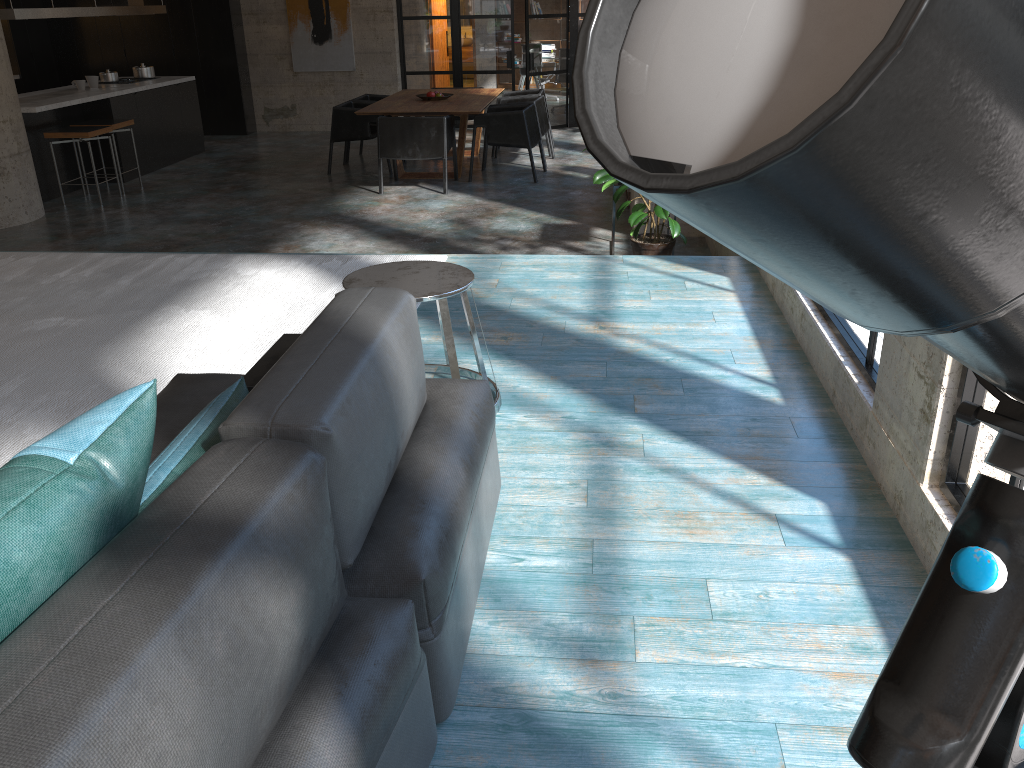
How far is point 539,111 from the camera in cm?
1006

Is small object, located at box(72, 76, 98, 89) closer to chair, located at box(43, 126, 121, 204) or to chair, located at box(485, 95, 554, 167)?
chair, located at box(43, 126, 121, 204)

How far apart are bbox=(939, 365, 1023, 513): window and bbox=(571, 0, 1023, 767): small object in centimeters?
161cm

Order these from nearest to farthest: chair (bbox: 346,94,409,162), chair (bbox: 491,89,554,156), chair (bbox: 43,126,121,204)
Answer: chair (bbox: 43,126,121,204) < chair (bbox: 346,94,409,162) < chair (bbox: 491,89,554,156)

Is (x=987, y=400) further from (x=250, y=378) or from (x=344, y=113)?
(x=344, y=113)

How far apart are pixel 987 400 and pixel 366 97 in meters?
10.0 m

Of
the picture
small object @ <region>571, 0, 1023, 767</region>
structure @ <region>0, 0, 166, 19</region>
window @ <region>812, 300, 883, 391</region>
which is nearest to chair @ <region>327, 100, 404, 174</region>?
structure @ <region>0, 0, 166, 19</region>

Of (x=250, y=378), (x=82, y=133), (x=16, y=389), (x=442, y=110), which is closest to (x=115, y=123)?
(x=82, y=133)

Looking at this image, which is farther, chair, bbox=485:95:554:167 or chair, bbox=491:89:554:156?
chair, bbox=491:89:554:156

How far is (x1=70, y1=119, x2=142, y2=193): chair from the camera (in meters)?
9.04
